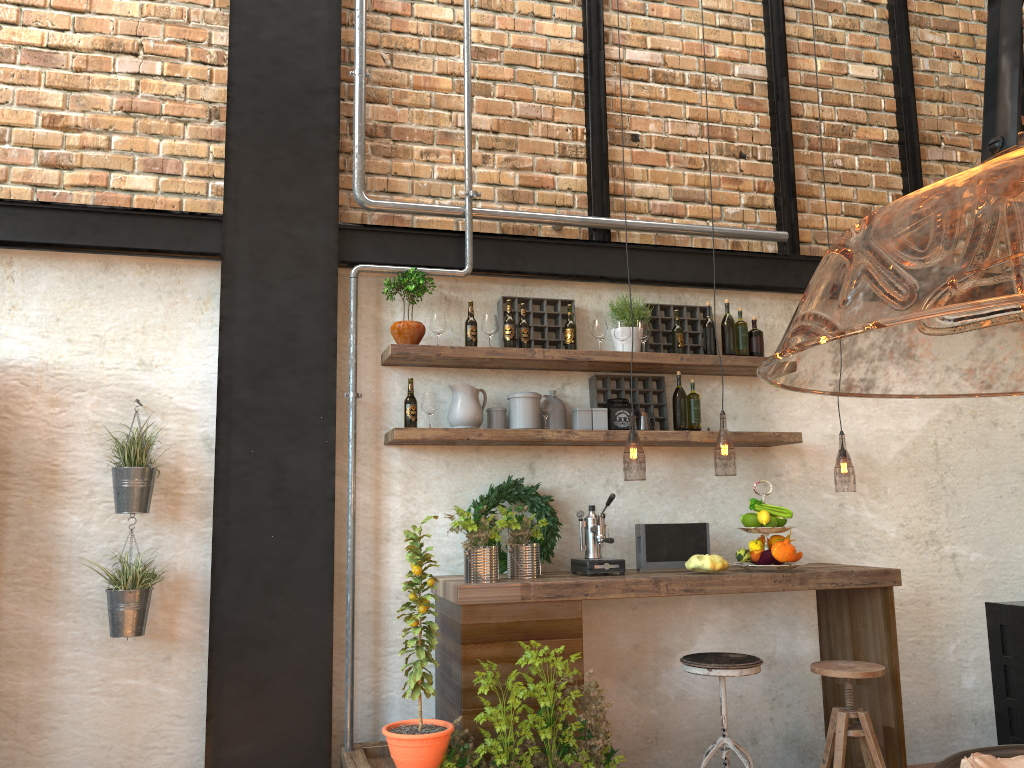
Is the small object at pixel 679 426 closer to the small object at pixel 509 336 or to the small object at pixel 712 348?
the small object at pixel 712 348

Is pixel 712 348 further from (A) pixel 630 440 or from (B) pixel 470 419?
(A) pixel 630 440

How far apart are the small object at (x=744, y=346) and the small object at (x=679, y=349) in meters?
0.3 m

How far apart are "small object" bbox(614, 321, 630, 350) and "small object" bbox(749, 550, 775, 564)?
1.2 meters

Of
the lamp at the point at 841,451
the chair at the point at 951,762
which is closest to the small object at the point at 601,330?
the lamp at the point at 841,451

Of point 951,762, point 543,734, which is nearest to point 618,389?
point 543,734

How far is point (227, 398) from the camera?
4.0 meters

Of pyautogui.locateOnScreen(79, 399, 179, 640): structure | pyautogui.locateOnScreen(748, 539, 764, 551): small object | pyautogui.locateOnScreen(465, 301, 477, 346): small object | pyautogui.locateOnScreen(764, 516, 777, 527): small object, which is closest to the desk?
pyautogui.locateOnScreen(748, 539, 764, 551): small object

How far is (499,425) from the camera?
4.3 meters

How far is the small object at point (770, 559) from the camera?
4.11m
